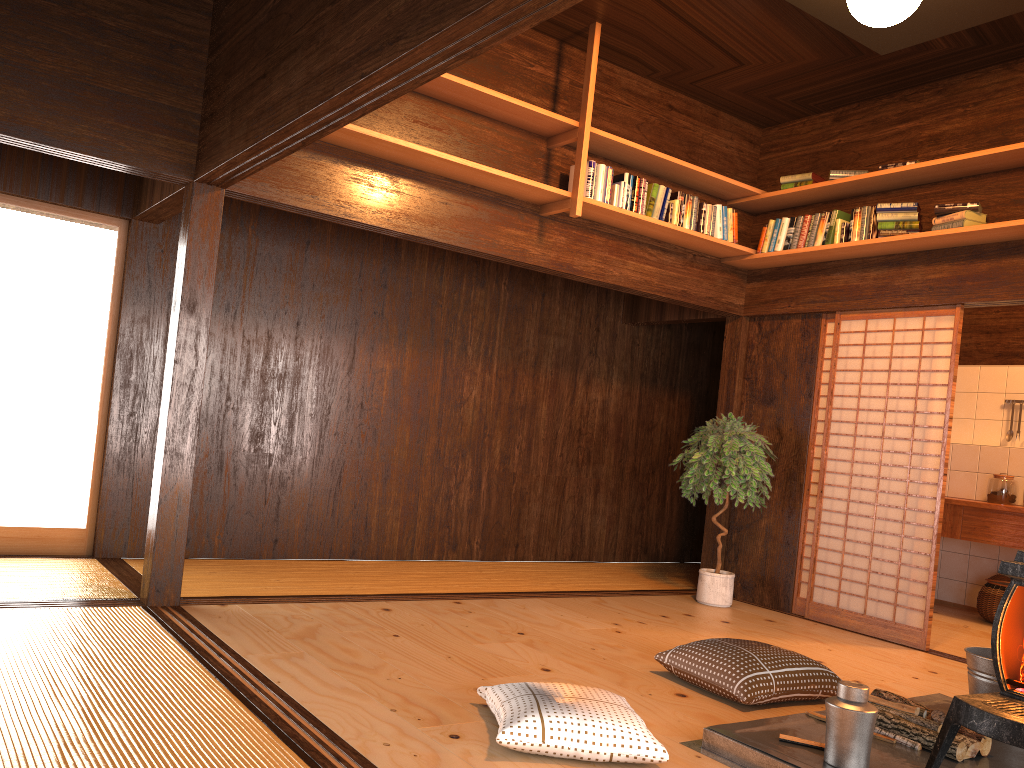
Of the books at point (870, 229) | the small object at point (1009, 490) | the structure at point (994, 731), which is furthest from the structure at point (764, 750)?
the small object at point (1009, 490)

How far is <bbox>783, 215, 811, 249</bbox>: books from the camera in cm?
583

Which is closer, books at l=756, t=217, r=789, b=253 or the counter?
books at l=756, t=217, r=789, b=253

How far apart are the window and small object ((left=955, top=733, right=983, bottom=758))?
4.57m

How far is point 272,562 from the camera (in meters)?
5.66

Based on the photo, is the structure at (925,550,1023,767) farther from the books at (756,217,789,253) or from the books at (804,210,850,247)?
the books at (756,217,789,253)

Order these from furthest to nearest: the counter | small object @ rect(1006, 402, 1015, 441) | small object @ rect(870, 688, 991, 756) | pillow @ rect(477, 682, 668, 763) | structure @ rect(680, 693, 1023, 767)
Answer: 1. small object @ rect(1006, 402, 1015, 441)
2. the counter
3. small object @ rect(870, 688, 991, 756)
4. structure @ rect(680, 693, 1023, 767)
5. pillow @ rect(477, 682, 668, 763)

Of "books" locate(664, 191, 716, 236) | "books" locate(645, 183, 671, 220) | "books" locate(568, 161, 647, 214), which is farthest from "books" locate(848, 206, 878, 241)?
"books" locate(568, 161, 647, 214)

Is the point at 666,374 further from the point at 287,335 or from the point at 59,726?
the point at 59,726

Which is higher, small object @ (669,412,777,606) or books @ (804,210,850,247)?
books @ (804,210,850,247)
